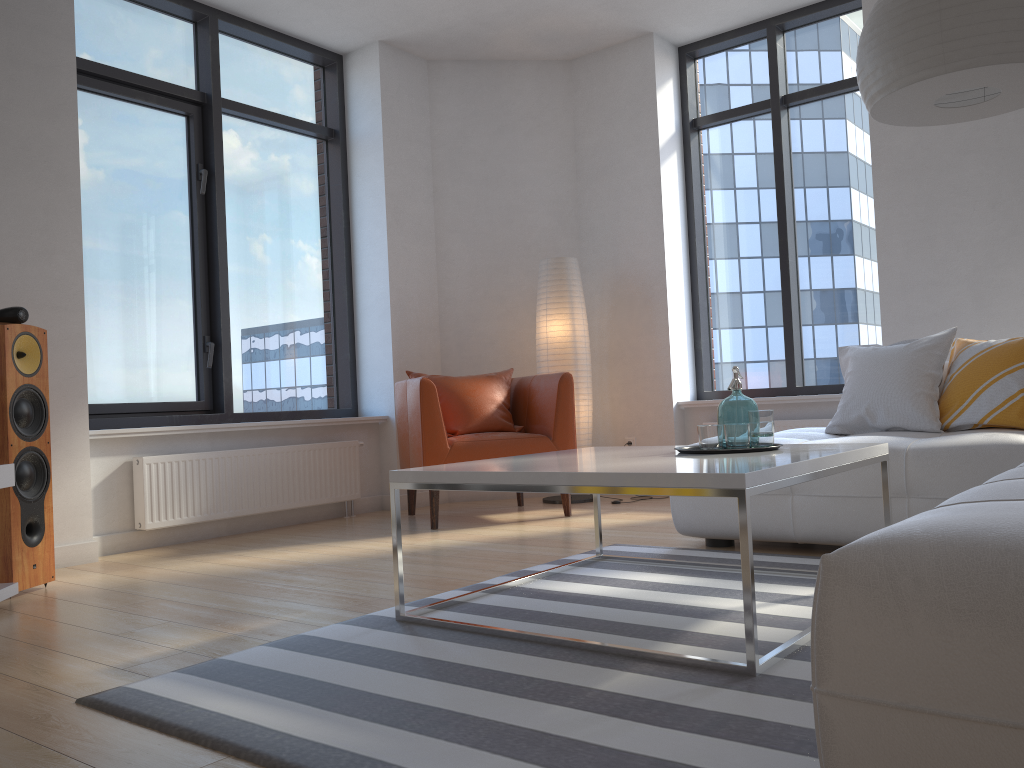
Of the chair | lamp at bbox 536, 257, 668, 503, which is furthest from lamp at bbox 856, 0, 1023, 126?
lamp at bbox 536, 257, 668, 503

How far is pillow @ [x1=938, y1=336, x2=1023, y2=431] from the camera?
3.38m

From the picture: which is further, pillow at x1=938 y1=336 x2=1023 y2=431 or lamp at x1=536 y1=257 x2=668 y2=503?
lamp at x1=536 y1=257 x2=668 y2=503

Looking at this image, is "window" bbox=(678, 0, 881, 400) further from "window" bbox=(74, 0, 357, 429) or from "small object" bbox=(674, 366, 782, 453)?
"small object" bbox=(674, 366, 782, 453)

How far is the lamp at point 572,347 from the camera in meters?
5.5

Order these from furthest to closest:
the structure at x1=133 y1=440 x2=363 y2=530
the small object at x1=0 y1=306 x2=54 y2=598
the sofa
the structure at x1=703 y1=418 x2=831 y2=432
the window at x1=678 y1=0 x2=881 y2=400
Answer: the window at x1=678 y1=0 x2=881 y2=400 < the structure at x1=703 y1=418 x2=831 y2=432 < the structure at x1=133 y1=440 x2=363 y2=530 < the small object at x1=0 y1=306 x2=54 y2=598 < the sofa

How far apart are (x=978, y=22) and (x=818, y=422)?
3.1 meters

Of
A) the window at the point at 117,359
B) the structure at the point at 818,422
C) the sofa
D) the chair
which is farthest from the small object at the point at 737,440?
the window at the point at 117,359

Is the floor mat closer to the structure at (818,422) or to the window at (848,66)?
the structure at (818,422)

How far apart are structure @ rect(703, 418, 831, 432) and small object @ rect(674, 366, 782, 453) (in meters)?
2.53
